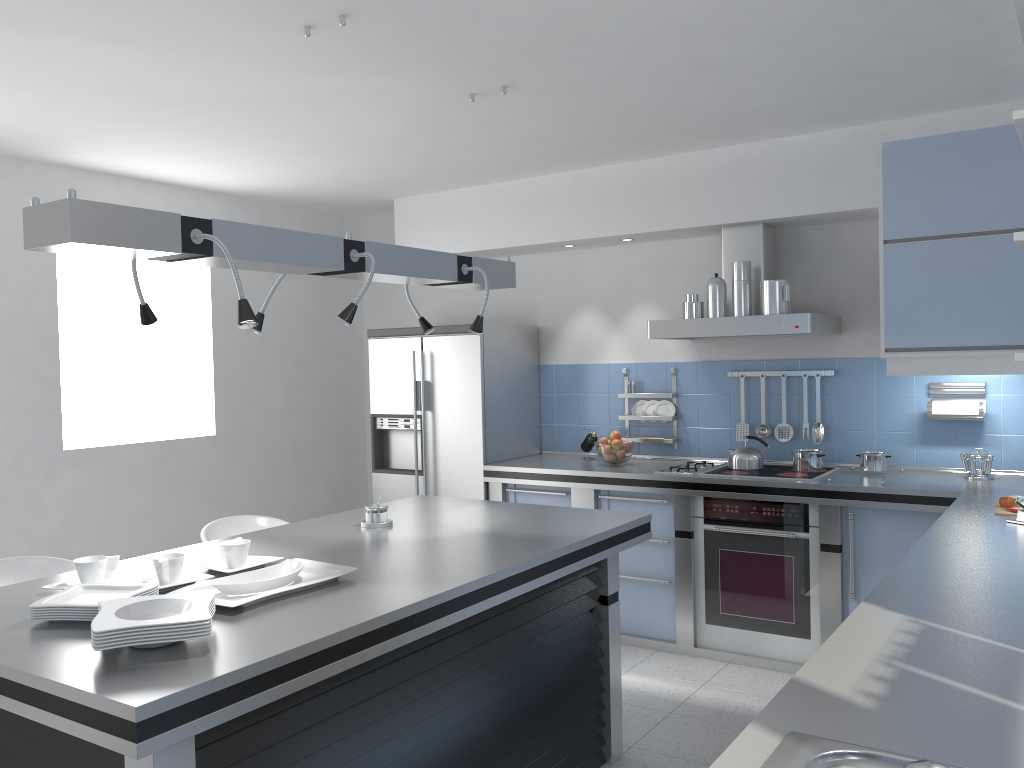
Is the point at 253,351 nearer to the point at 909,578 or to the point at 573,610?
the point at 573,610

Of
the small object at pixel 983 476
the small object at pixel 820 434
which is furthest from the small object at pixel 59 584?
the small object at pixel 983 476

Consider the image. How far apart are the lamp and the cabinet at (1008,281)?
2.0 meters

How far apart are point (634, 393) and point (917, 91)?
2.3m

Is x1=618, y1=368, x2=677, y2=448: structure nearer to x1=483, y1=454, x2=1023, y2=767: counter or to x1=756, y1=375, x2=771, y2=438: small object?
x1=483, y1=454, x2=1023, y2=767: counter

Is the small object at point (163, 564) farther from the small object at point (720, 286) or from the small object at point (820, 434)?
the small object at point (820, 434)

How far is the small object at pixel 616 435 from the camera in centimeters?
520cm

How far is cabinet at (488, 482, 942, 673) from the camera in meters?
4.2 m

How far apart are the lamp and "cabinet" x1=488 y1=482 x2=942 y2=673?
1.8m

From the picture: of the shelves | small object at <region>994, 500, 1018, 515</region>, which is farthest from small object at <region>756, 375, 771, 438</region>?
the shelves
